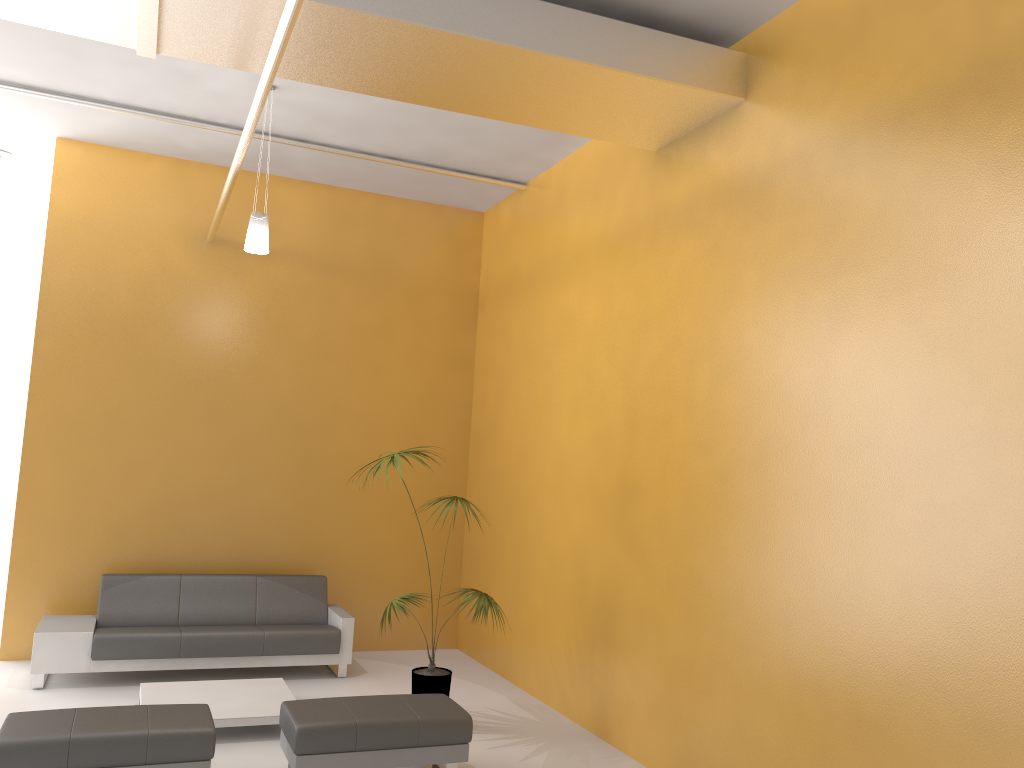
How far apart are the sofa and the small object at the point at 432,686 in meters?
1.1 m

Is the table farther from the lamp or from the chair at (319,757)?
the lamp

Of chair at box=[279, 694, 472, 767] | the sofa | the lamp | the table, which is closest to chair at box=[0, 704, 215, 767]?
chair at box=[279, 694, 472, 767]

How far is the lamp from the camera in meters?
6.3

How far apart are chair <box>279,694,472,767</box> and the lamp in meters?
3.1

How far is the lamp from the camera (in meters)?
6.28

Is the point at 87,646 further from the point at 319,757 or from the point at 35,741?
the point at 319,757

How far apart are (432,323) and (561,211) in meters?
2.1

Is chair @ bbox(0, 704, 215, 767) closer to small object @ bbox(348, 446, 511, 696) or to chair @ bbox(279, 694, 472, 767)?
chair @ bbox(279, 694, 472, 767)

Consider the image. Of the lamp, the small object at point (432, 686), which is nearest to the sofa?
the small object at point (432, 686)
